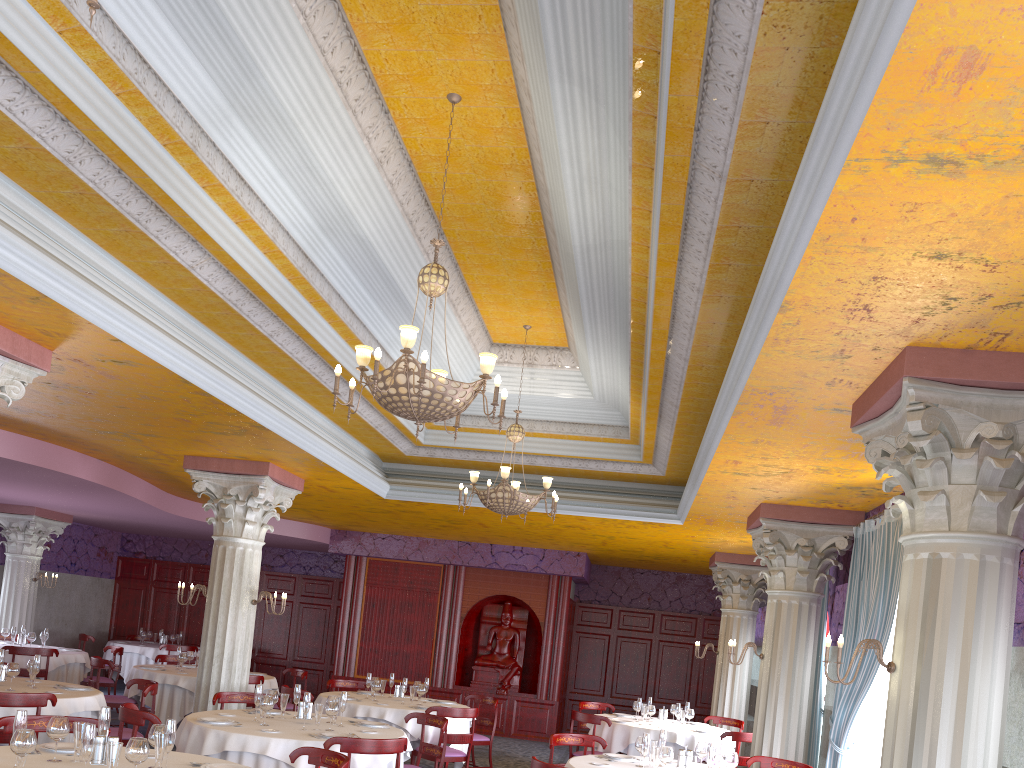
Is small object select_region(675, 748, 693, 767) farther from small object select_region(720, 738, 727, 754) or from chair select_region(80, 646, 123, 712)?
chair select_region(80, 646, 123, 712)

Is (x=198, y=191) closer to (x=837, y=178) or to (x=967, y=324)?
(x=837, y=178)

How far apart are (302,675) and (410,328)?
8.8 meters

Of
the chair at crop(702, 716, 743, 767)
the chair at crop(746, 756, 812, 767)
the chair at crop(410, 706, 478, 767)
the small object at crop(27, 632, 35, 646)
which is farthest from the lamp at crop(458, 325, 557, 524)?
the small object at crop(27, 632, 35, 646)

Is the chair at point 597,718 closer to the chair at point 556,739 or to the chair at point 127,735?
the chair at point 556,739

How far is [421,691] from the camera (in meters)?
10.32

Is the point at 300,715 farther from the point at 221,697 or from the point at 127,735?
the point at 127,735

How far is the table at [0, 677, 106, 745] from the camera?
7.48m

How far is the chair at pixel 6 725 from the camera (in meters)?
5.55

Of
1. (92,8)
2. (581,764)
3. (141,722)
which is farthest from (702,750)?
(92,8)
